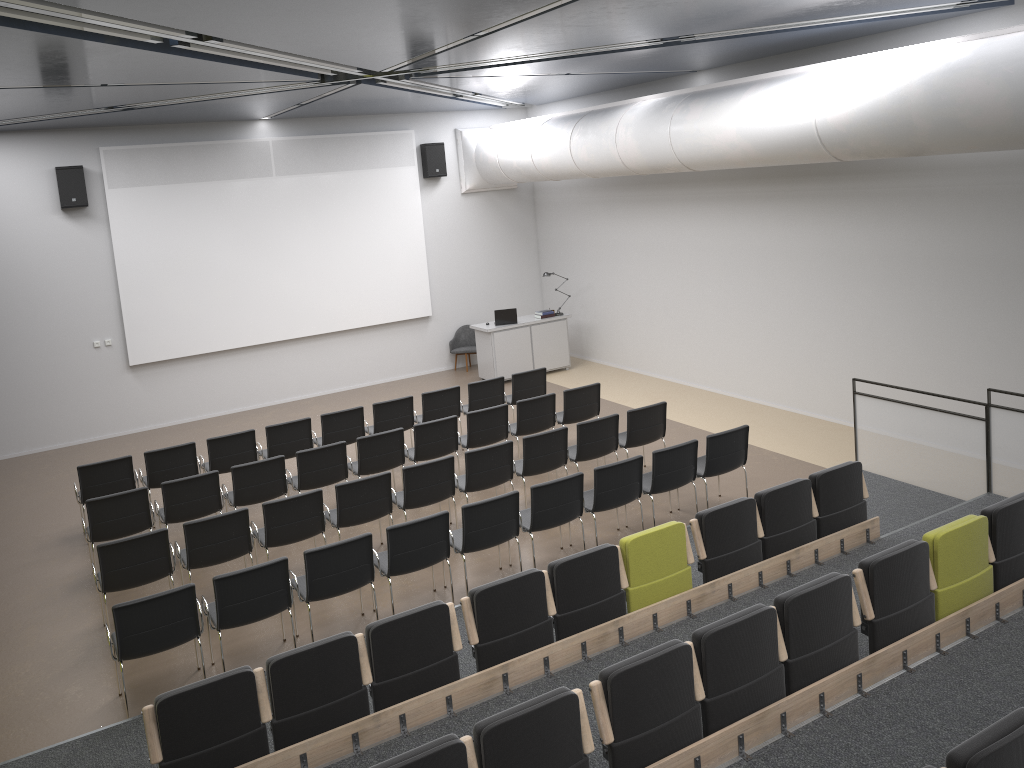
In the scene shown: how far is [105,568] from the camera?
7.40m

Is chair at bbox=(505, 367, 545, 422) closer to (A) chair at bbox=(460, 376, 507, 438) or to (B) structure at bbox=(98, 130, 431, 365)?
(A) chair at bbox=(460, 376, 507, 438)

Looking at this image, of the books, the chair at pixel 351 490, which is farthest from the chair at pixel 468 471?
the books

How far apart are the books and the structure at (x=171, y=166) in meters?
2.1

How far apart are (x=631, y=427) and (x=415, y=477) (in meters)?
2.65

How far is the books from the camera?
15.6 meters

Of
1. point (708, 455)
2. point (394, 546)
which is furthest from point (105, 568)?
point (708, 455)

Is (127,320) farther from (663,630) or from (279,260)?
(663,630)

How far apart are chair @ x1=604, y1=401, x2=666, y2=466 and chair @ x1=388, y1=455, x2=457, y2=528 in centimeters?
219cm

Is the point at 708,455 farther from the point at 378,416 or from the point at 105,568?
the point at 105,568
